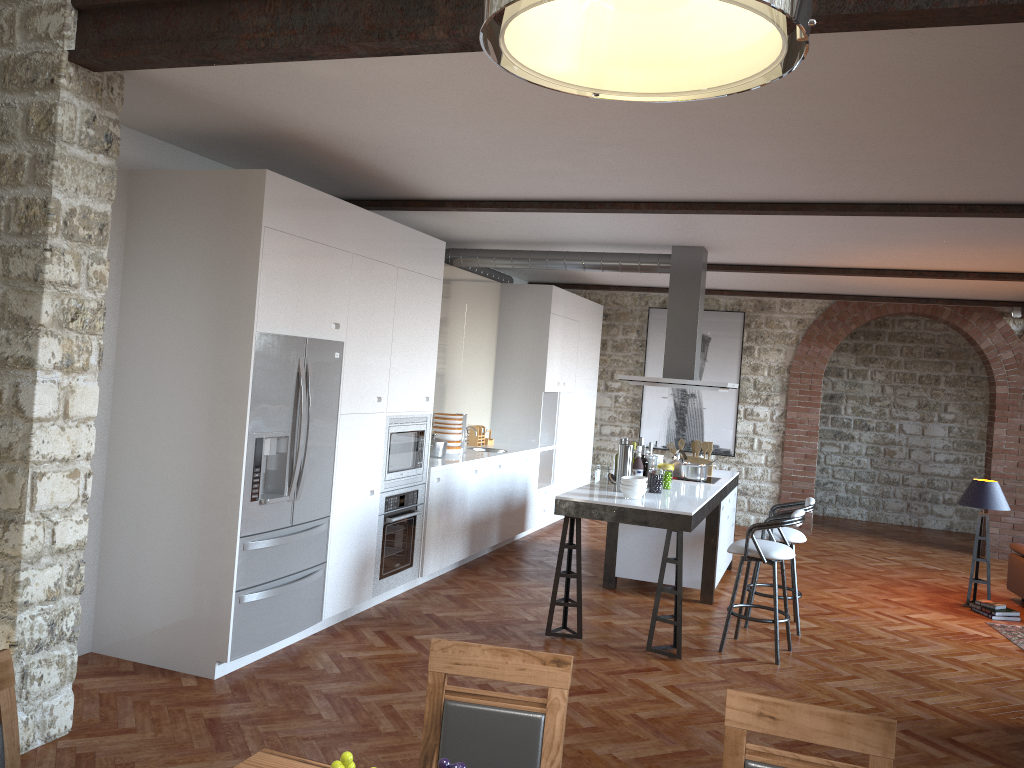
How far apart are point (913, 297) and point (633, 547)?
5.0 meters

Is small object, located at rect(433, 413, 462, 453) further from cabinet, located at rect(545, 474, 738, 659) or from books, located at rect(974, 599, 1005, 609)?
books, located at rect(974, 599, 1005, 609)

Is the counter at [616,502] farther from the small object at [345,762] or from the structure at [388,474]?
the small object at [345,762]

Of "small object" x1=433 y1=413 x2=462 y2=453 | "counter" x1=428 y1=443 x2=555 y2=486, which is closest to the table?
"counter" x1=428 y1=443 x2=555 y2=486

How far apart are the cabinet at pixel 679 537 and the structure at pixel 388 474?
1.2m

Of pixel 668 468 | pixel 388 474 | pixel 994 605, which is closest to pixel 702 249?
pixel 668 468

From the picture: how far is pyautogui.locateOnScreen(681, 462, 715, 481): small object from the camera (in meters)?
7.43

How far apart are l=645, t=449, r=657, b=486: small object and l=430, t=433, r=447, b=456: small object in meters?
1.9 m

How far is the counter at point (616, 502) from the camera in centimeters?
Result: 580cm

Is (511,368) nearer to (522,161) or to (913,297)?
(913,297)
